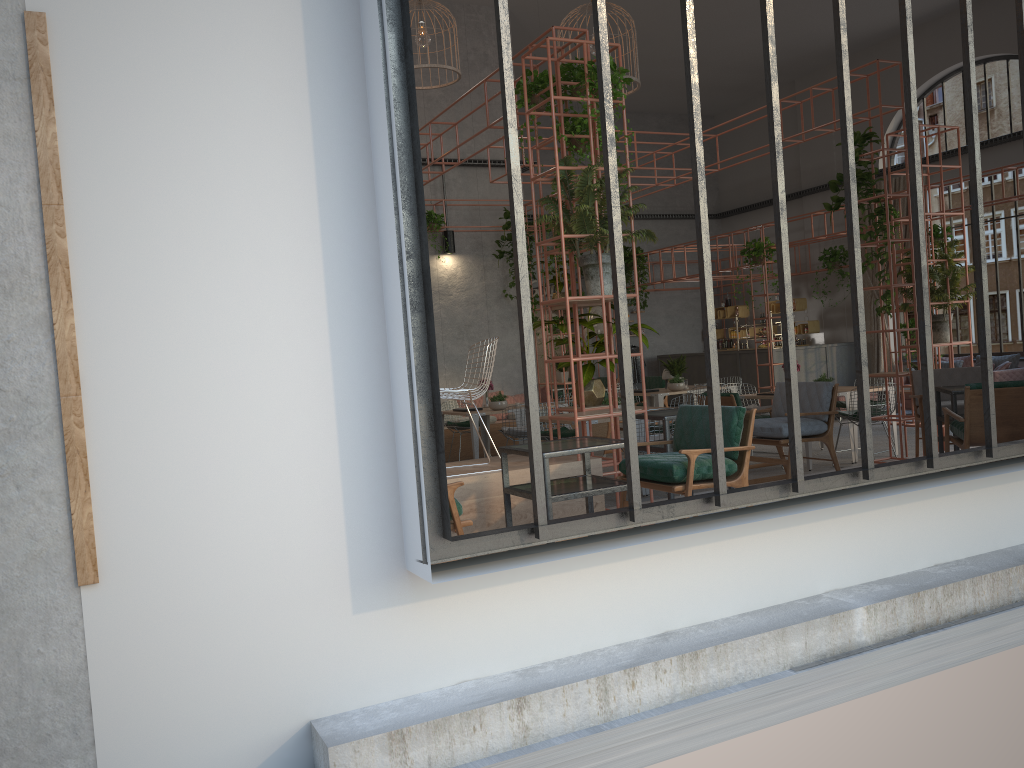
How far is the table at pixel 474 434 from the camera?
11.1m

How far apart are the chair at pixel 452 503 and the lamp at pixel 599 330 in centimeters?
1146cm

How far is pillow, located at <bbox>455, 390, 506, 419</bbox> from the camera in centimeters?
1431cm

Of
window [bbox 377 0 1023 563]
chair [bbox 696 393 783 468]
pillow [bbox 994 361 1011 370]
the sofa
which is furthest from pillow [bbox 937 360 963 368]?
window [bbox 377 0 1023 563]

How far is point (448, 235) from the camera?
14.08m

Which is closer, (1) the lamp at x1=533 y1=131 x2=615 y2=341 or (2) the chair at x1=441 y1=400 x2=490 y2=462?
(2) the chair at x1=441 y1=400 x2=490 y2=462

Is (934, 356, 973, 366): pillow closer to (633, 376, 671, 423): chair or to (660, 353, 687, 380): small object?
(633, 376, 671, 423): chair

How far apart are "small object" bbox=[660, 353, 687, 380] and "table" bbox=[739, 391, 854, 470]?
3.2m

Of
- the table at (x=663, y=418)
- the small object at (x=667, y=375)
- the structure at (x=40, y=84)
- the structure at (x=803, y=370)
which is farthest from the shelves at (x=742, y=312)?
the structure at (x=40, y=84)

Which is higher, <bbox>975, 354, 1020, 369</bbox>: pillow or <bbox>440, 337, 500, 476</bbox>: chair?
<bbox>440, 337, 500, 476</bbox>: chair
